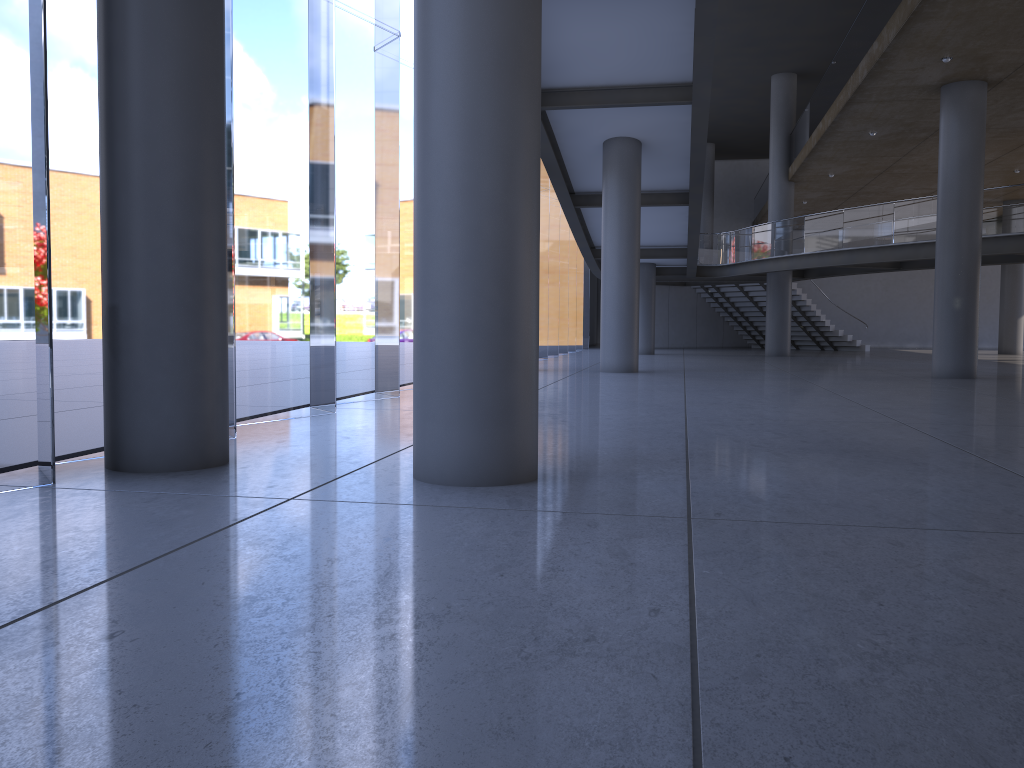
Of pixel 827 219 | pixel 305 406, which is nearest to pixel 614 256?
pixel 827 219
